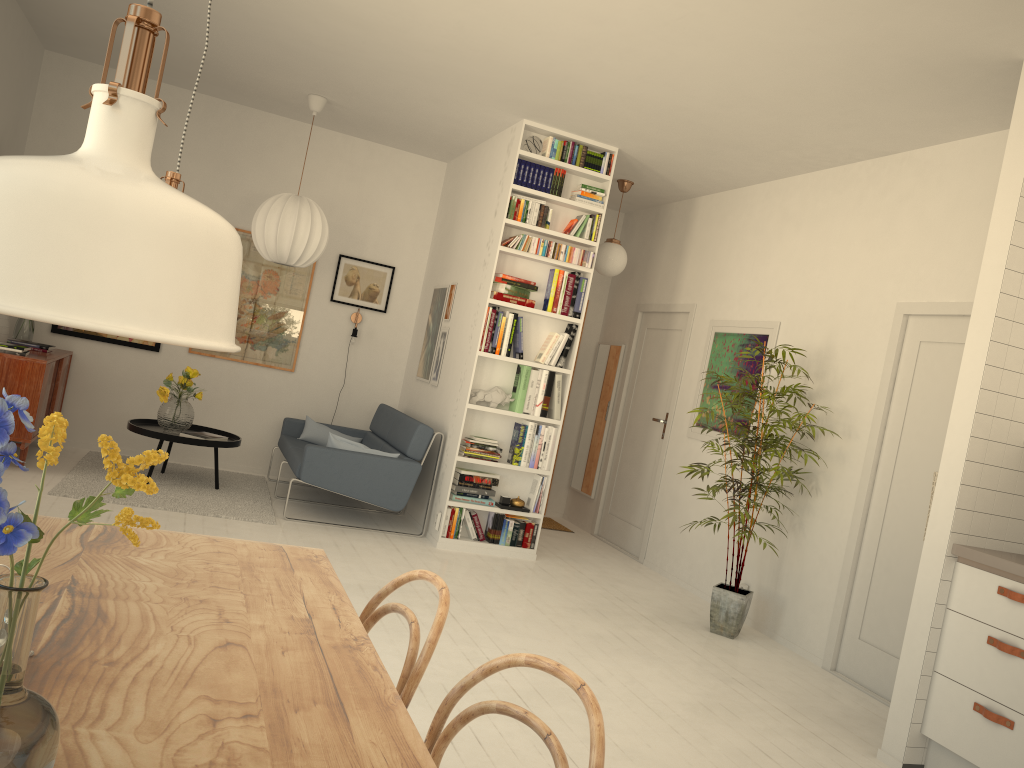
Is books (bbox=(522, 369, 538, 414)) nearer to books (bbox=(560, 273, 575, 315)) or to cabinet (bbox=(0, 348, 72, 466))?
books (bbox=(560, 273, 575, 315))

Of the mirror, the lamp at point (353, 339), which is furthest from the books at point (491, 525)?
the lamp at point (353, 339)

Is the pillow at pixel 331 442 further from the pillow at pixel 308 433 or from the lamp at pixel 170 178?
the lamp at pixel 170 178

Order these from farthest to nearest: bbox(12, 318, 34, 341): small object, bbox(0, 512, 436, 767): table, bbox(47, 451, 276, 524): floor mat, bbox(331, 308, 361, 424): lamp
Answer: bbox(331, 308, 361, 424): lamp → bbox(12, 318, 34, 341): small object → bbox(47, 451, 276, 524): floor mat → bbox(0, 512, 436, 767): table

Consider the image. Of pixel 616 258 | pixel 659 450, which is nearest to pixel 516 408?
pixel 659 450

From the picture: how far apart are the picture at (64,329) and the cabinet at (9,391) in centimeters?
20cm

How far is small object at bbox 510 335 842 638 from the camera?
5.03m

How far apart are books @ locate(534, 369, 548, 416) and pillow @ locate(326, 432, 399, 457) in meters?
1.2 m

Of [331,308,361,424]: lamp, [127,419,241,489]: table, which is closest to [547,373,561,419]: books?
[331,308,361,424]: lamp

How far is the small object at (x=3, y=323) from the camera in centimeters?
582cm
